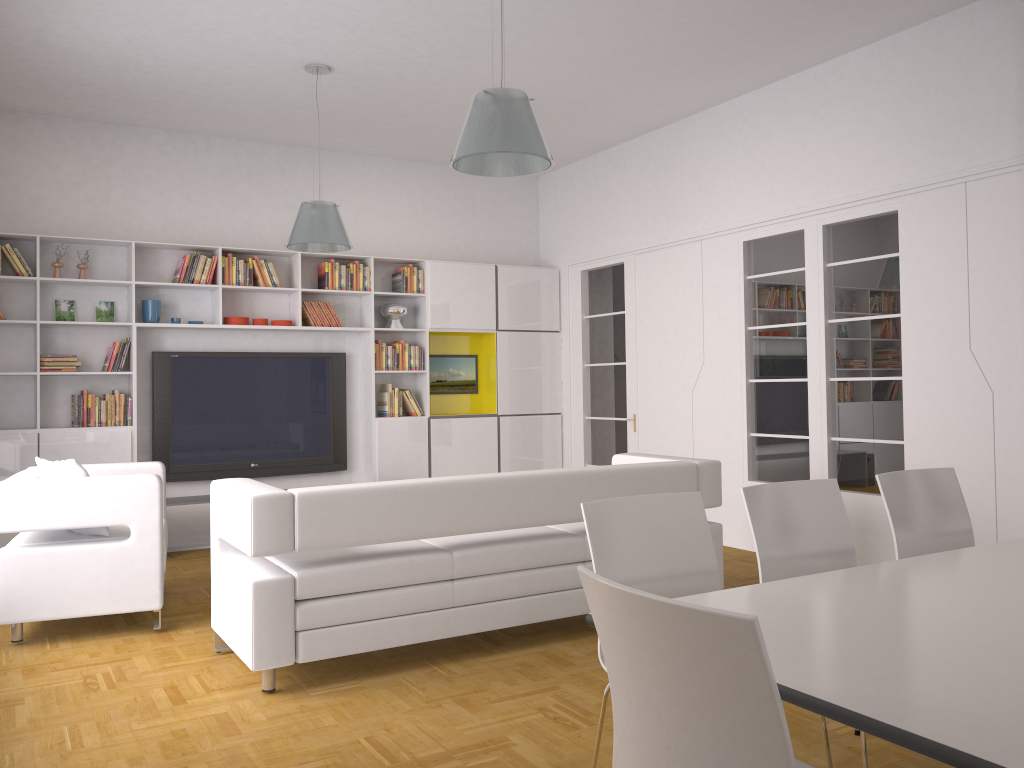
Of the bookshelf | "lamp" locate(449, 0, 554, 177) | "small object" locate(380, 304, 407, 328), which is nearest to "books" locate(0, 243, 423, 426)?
the bookshelf

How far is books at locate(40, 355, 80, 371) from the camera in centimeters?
674cm

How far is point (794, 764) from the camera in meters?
1.4

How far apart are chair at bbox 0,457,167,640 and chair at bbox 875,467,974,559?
3.5 meters

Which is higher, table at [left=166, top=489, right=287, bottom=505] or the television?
the television

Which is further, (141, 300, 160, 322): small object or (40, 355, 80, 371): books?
(141, 300, 160, 322): small object

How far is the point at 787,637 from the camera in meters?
2.0 m

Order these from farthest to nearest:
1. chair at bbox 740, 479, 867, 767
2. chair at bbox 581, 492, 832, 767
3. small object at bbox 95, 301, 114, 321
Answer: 1. small object at bbox 95, 301, 114, 321
2. chair at bbox 740, 479, 867, 767
3. chair at bbox 581, 492, 832, 767

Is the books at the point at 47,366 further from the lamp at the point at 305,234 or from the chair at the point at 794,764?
the chair at the point at 794,764

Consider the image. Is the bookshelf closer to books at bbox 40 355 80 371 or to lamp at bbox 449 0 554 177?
books at bbox 40 355 80 371
